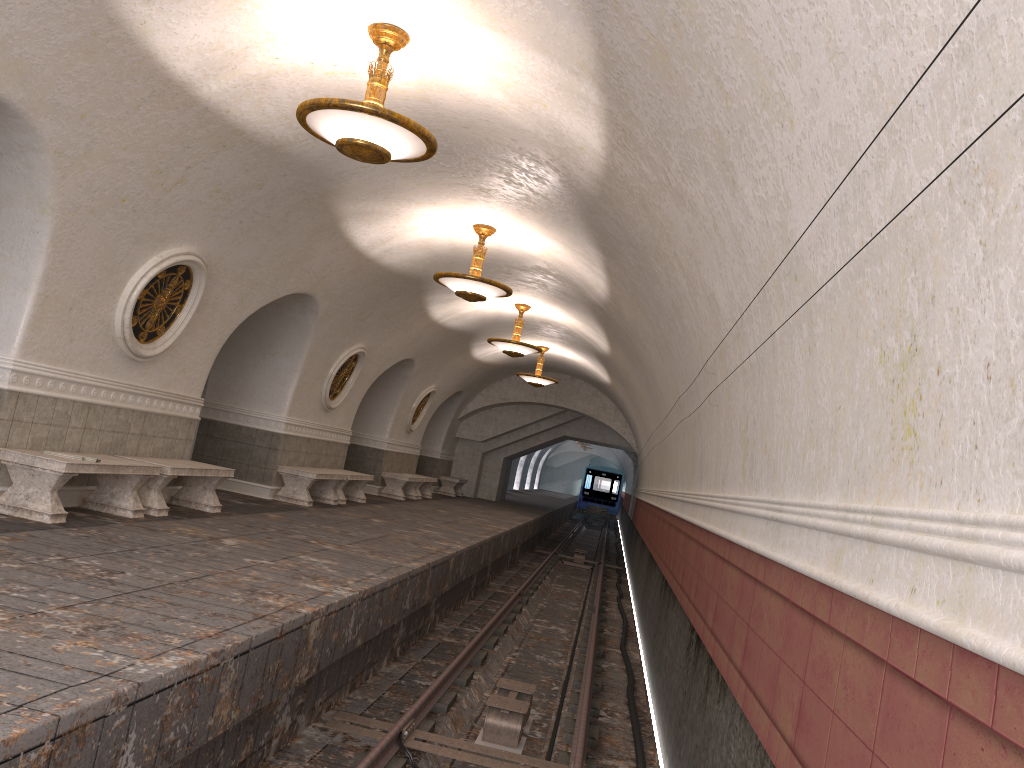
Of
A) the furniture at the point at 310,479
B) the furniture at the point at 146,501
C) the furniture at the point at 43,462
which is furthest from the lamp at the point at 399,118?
the furniture at the point at 310,479

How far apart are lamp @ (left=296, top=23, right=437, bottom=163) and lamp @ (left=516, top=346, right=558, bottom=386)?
13.6m

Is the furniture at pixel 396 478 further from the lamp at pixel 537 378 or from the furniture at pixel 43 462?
the furniture at pixel 43 462

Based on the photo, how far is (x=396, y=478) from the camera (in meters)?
18.87

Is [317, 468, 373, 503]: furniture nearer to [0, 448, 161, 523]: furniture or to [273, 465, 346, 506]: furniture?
[273, 465, 346, 506]: furniture

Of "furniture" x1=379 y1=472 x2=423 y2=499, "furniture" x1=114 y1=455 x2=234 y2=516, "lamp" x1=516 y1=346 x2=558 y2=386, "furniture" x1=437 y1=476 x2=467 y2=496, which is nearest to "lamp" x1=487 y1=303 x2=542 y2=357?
"lamp" x1=516 y1=346 x2=558 y2=386

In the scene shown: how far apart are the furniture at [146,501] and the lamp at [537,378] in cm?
1077

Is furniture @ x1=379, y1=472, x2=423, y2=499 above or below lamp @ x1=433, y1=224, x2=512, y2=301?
below

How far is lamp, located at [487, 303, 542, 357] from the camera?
15.4 meters

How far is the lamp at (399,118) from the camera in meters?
5.9
